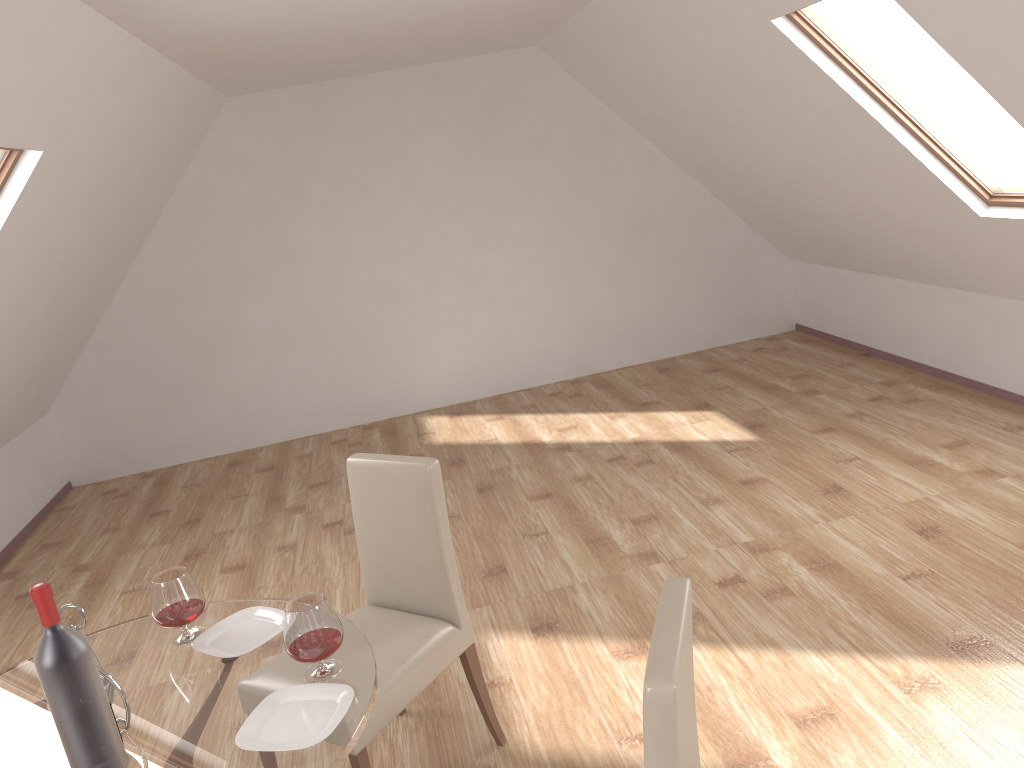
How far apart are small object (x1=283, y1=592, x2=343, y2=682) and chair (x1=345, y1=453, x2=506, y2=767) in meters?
0.4 m

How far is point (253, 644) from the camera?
2.25m

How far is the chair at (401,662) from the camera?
2.6m

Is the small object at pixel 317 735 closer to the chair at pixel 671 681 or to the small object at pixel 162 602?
the small object at pixel 162 602

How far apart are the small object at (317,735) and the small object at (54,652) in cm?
23

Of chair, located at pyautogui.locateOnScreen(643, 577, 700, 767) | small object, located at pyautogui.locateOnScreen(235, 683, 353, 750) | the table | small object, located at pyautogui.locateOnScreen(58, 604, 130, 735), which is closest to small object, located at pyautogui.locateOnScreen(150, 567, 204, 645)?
the table

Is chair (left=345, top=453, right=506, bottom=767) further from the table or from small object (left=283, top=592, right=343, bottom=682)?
small object (left=283, top=592, right=343, bottom=682)

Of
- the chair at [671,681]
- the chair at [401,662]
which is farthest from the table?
the chair at [671,681]

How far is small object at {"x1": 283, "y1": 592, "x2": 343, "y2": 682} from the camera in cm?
199

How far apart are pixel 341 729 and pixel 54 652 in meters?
0.6
